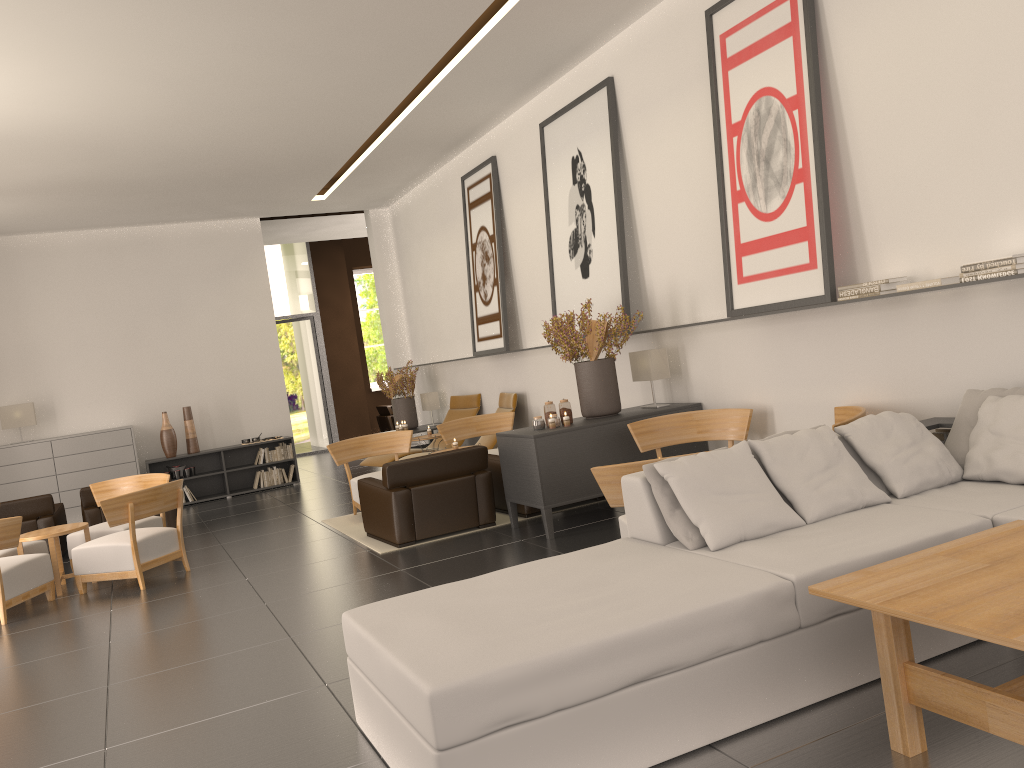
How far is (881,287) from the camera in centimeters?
796cm

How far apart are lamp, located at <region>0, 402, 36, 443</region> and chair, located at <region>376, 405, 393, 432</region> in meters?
12.2 m

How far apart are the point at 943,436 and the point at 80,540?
11.1 meters

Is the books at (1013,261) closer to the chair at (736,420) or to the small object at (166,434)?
the chair at (736,420)

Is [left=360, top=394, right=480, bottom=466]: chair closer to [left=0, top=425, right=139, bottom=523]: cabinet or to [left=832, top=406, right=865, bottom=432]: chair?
[left=0, top=425, right=139, bottom=523]: cabinet

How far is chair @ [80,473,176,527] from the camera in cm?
1428

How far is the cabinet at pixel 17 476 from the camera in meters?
17.7 m

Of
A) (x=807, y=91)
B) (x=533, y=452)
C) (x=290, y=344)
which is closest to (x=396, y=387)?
(x=290, y=344)

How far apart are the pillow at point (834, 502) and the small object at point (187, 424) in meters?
15.5

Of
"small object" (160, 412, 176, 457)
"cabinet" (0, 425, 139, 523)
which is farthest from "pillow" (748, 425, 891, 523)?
"cabinet" (0, 425, 139, 523)
